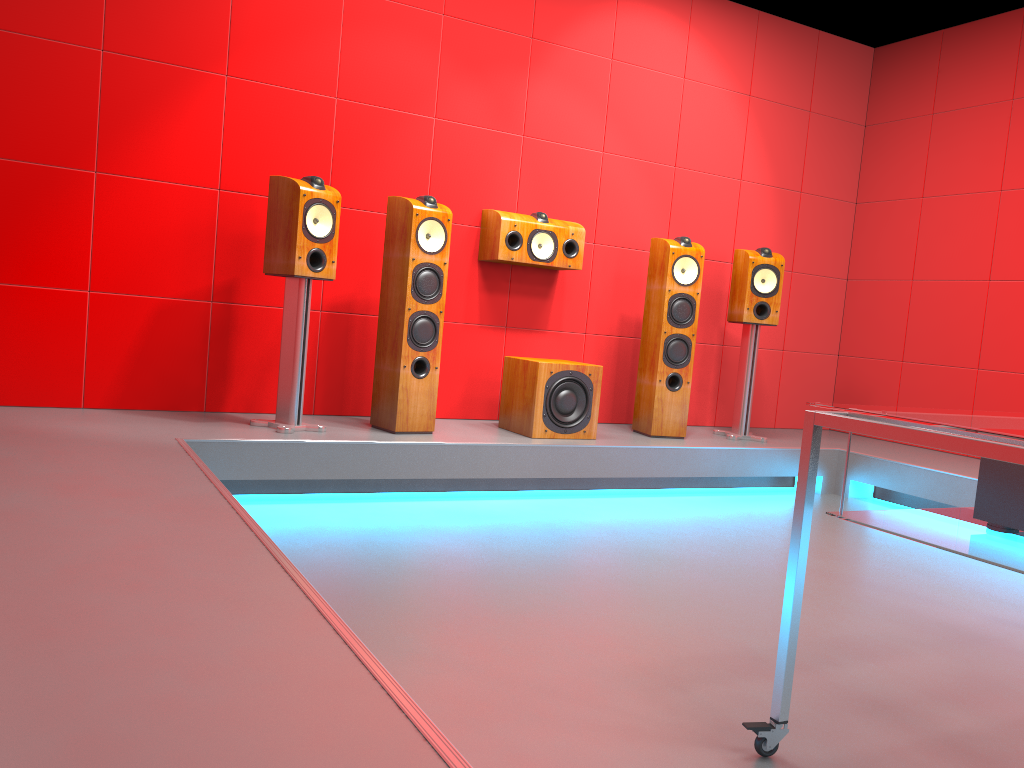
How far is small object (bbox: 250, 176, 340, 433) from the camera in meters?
3.6 m

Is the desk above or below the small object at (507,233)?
below

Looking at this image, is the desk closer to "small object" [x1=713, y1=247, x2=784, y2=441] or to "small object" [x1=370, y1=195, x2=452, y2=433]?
"small object" [x1=370, y1=195, x2=452, y2=433]

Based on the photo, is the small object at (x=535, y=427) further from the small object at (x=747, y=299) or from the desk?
the desk

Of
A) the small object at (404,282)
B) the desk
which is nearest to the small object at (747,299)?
the small object at (404,282)

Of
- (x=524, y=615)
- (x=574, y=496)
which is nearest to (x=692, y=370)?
(x=574, y=496)

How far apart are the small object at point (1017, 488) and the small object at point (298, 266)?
2.6 meters

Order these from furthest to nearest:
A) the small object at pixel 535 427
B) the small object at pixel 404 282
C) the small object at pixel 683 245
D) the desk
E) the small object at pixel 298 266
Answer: the small object at pixel 683 245 → the small object at pixel 535 427 → the small object at pixel 404 282 → the small object at pixel 298 266 → the desk

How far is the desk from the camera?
1.4 meters

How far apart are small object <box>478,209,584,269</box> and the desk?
2.83m
